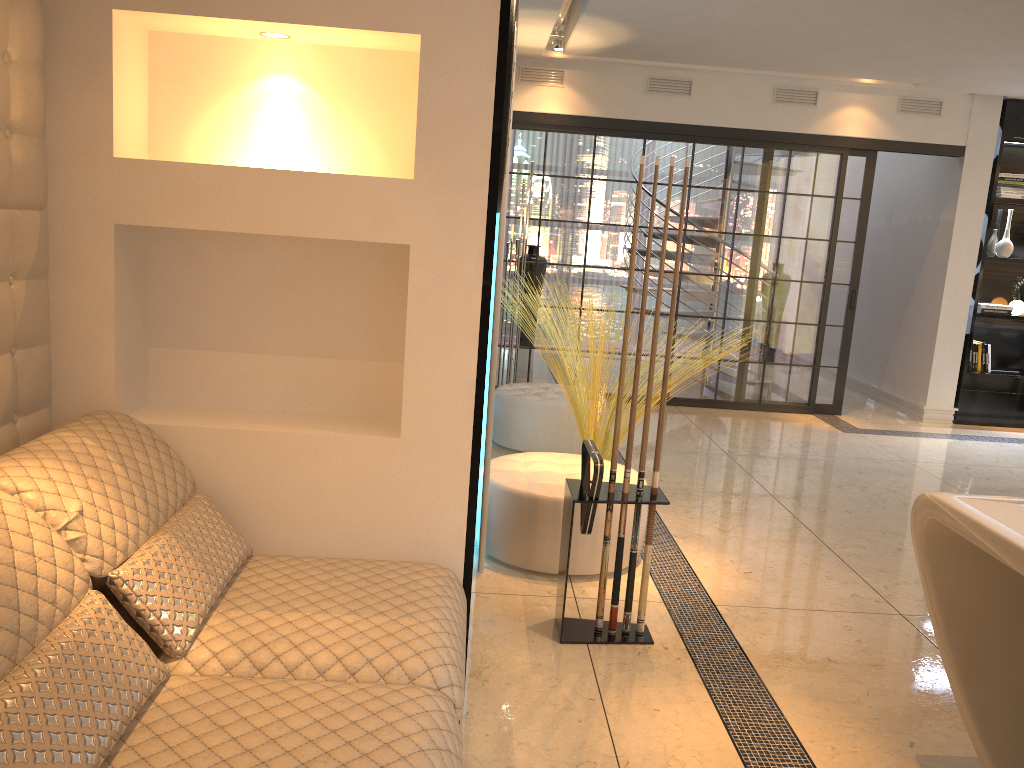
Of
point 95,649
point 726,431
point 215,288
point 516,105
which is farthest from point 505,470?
point 516,105

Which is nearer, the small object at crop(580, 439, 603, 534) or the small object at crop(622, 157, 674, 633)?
the small object at crop(580, 439, 603, 534)

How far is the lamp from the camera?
6.5 meters

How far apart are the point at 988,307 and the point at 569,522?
5.8 meters

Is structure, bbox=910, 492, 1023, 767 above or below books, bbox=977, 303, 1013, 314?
below

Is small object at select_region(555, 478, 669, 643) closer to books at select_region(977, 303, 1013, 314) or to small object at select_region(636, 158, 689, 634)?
small object at select_region(636, 158, 689, 634)

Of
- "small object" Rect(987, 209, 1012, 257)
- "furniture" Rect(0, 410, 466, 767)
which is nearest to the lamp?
"small object" Rect(987, 209, 1012, 257)

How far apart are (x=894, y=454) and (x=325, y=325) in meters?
4.8 m

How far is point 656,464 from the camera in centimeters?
296cm

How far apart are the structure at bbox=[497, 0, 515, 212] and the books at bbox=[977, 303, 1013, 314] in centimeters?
613cm
